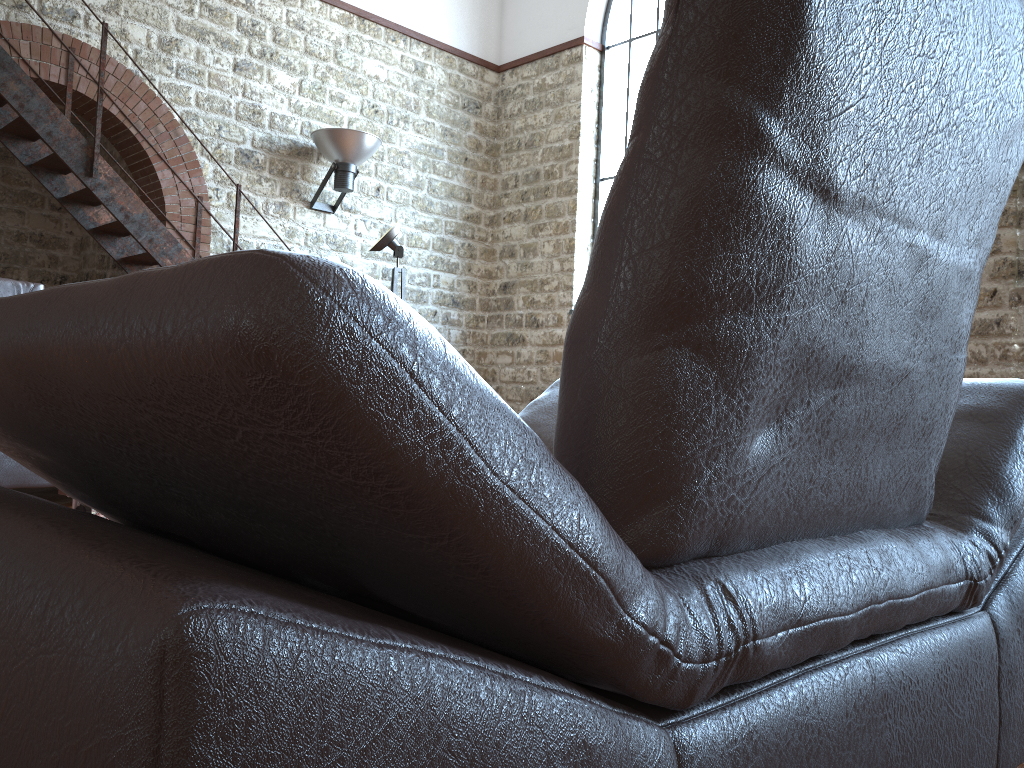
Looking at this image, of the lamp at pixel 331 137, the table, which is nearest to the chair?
the table

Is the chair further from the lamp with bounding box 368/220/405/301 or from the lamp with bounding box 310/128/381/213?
the lamp with bounding box 310/128/381/213

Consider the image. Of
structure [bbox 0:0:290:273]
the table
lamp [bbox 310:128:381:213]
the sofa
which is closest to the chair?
the table

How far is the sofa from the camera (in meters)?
3.56

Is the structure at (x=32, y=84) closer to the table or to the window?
the window

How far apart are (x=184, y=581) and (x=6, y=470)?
3.7 meters

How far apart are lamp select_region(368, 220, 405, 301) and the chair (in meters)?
4.24

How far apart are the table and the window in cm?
700

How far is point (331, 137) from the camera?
7.9m

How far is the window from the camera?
8.9 meters
